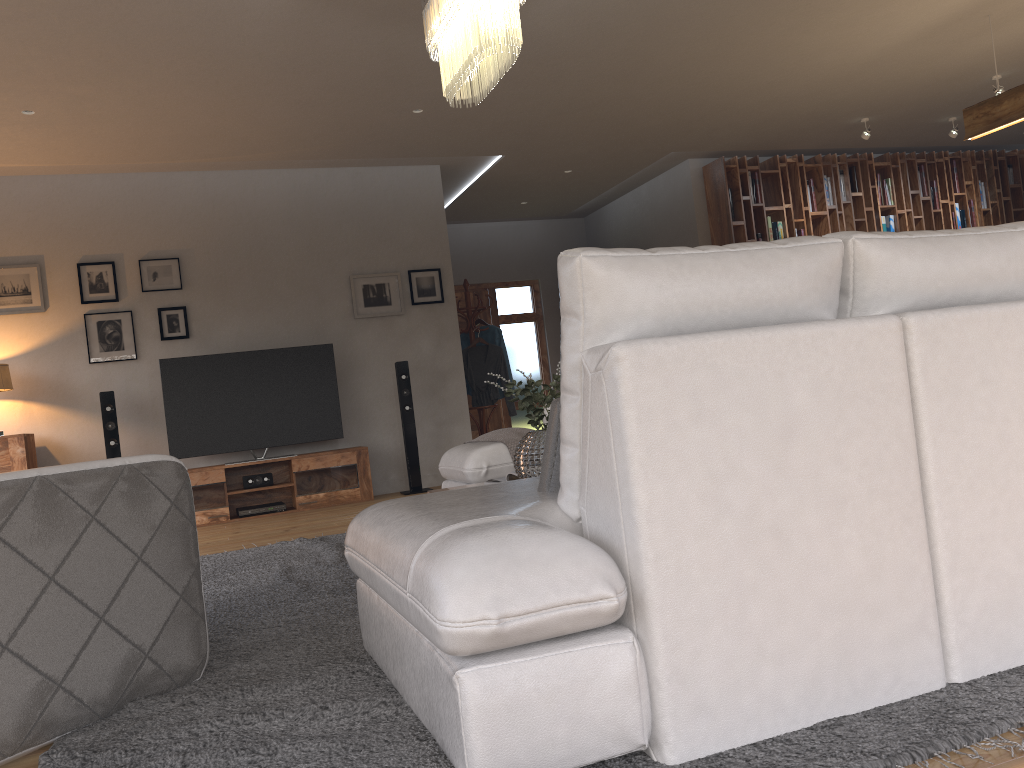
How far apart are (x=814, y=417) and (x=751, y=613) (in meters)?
0.38

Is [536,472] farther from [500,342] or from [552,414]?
[500,342]

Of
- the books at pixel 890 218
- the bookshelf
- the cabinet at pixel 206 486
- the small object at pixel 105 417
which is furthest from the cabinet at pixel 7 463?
the books at pixel 890 218

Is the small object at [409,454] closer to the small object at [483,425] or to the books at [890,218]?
the small object at [483,425]

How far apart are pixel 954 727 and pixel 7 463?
6.3 meters

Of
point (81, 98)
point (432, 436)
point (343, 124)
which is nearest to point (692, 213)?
point (432, 436)

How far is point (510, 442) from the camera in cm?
469

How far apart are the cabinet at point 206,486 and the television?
0.1m

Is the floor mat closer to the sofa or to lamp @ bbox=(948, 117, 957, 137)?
the sofa

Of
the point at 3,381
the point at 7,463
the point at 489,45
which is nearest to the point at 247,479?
the point at 7,463
